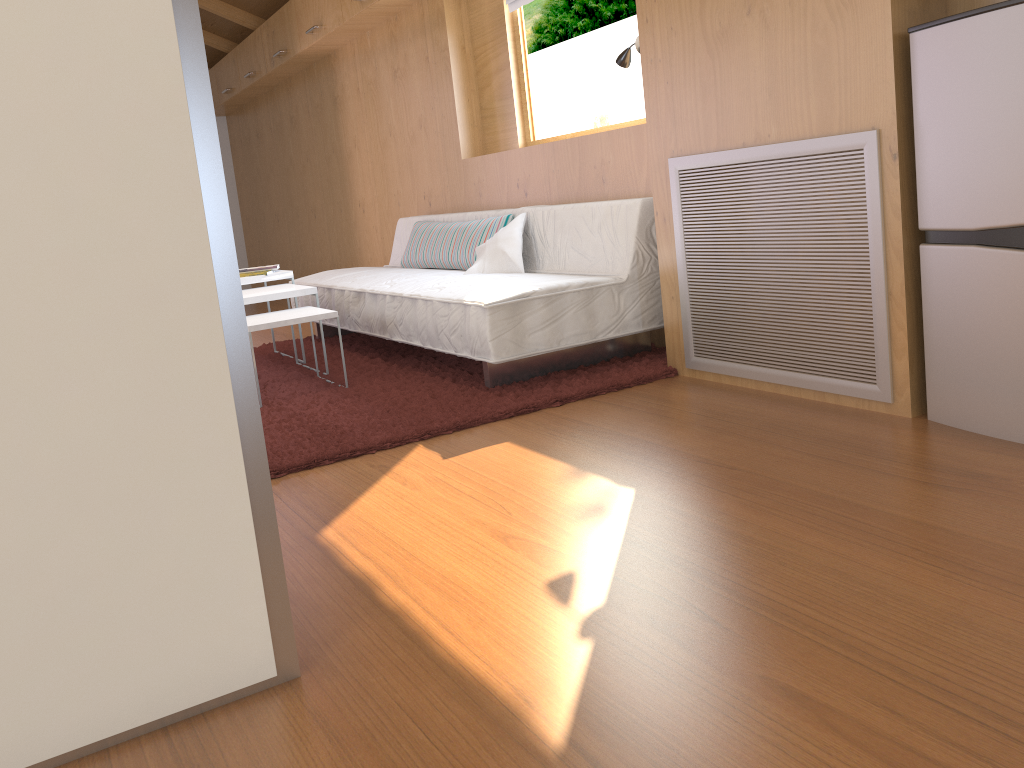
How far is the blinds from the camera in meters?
4.2

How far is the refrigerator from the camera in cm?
192

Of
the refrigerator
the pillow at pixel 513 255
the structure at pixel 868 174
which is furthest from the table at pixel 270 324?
the refrigerator

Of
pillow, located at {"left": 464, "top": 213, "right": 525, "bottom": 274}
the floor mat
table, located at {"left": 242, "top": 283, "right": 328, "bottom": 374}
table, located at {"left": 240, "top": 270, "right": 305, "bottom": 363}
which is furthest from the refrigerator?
table, located at {"left": 240, "top": 270, "right": 305, "bottom": 363}

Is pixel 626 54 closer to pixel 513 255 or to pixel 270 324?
pixel 513 255

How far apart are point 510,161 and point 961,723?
3.54m

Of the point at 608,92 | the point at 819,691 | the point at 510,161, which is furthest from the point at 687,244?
the point at 608,92

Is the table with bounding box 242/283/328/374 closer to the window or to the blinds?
the window

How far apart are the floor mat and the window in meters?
1.2

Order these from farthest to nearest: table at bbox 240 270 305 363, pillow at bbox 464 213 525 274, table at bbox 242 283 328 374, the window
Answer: the window
table at bbox 240 270 305 363
pillow at bbox 464 213 525 274
table at bbox 242 283 328 374
